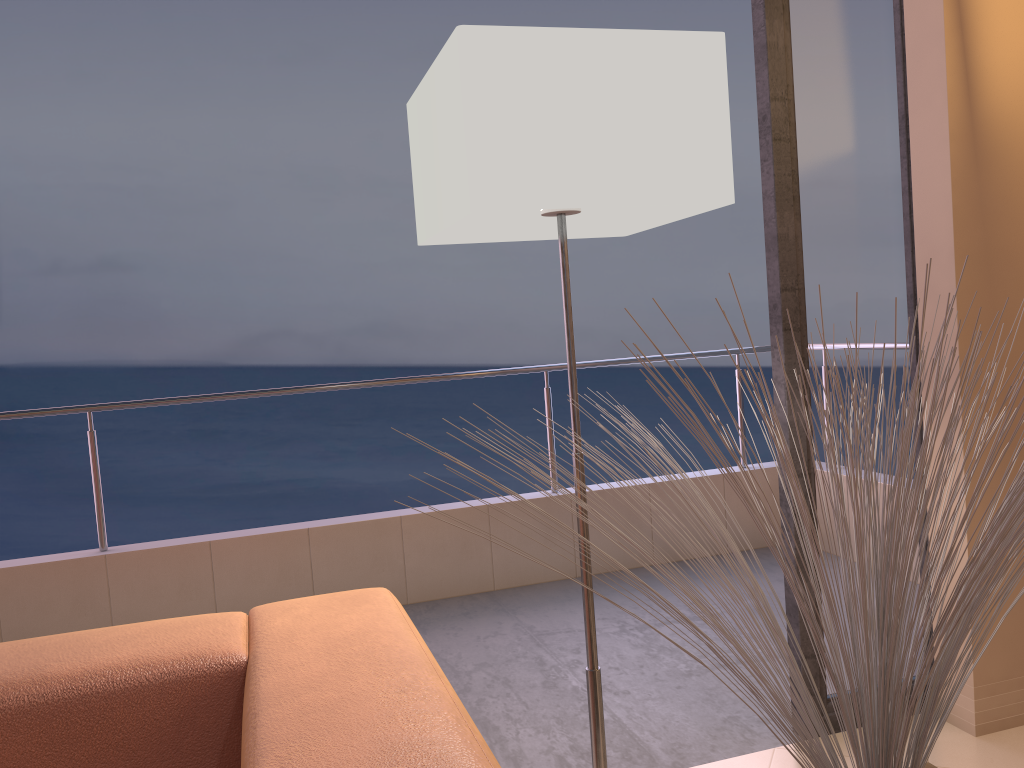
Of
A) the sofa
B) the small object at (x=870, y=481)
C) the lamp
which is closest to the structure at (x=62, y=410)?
the lamp

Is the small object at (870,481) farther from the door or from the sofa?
the door

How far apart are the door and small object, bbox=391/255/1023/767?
0.97m

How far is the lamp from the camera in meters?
1.3

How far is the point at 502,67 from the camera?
1.3m

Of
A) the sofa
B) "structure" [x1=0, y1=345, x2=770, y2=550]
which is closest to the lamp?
the sofa

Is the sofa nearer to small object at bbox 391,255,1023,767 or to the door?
small object at bbox 391,255,1023,767

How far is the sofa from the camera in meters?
0.9 m

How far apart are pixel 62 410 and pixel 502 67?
2.53m

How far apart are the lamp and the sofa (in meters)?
0.41
